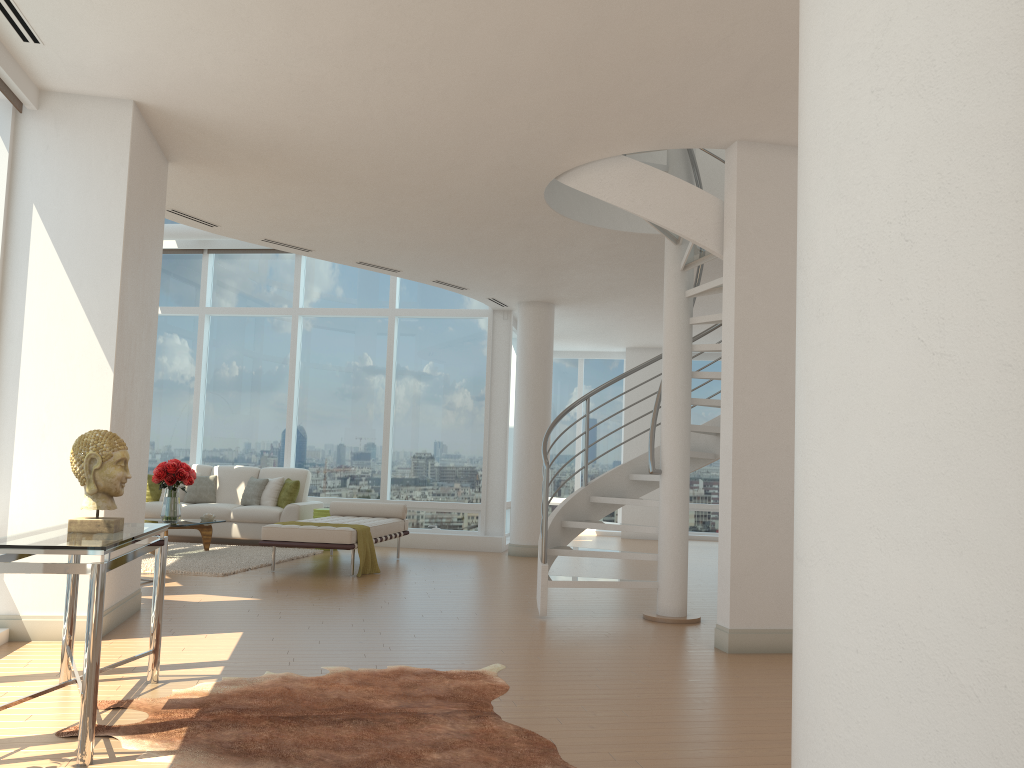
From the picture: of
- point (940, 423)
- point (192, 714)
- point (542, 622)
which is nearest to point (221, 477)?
point (542, 622)

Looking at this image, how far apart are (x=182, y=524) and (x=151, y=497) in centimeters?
270cm

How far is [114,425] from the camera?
5.57m

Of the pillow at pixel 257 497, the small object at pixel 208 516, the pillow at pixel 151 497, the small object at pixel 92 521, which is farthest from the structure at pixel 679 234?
the pillow at pixel 151 497

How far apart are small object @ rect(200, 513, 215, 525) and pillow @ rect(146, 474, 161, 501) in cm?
207

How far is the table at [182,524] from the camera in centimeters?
973cm

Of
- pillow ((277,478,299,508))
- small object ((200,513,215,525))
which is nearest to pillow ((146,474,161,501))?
pillow ((277,478,299,508))

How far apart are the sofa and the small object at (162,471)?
1.5m

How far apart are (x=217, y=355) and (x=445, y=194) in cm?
717

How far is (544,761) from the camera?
3.4 meters
